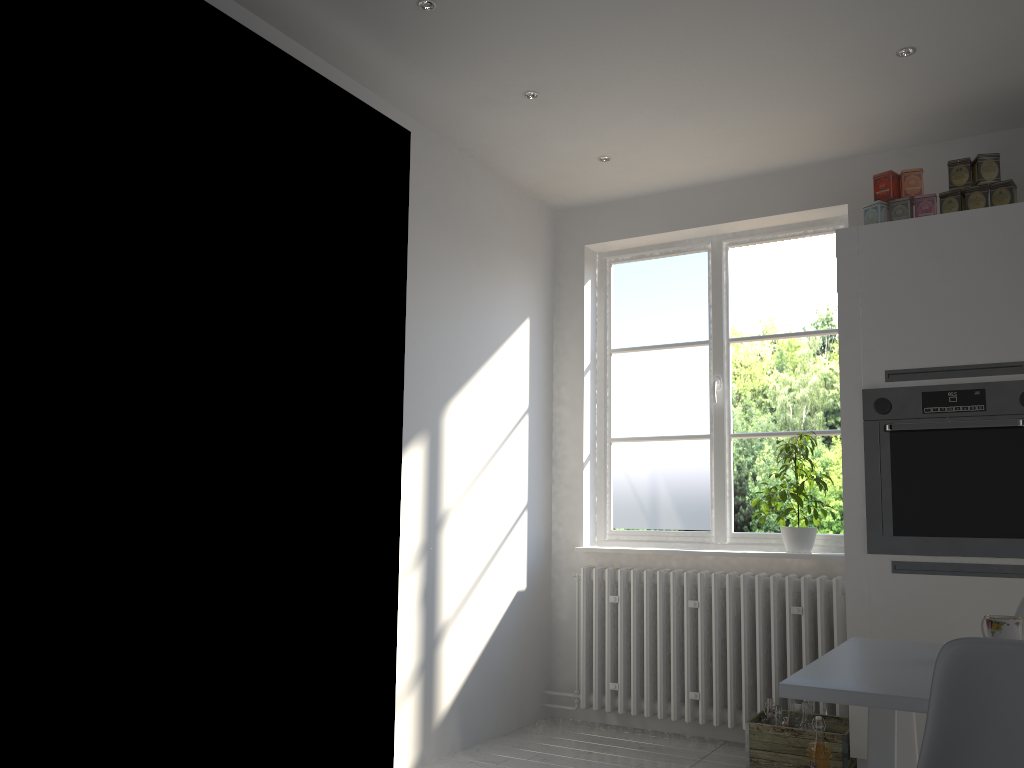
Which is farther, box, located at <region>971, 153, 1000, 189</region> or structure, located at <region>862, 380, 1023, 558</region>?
box, located at <region>971, 153, 1000, 189</region>

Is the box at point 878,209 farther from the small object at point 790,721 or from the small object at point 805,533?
the small object at point 790,721

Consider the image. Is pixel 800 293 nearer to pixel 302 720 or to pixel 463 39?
pixel 463 39

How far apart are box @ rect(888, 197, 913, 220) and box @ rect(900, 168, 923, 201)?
0.03m

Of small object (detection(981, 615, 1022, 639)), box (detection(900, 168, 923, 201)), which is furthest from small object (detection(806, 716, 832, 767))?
box (detection(900, 168, 923, 201))

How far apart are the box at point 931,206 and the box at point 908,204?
0.0 meters

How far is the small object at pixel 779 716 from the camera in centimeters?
335cm

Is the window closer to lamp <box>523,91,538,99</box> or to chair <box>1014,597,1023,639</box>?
lamp <box>523,91,538,99</box>

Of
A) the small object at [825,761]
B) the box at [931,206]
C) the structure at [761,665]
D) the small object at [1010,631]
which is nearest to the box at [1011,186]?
the box at [931,206]

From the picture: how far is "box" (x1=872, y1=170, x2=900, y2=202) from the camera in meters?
3.4
